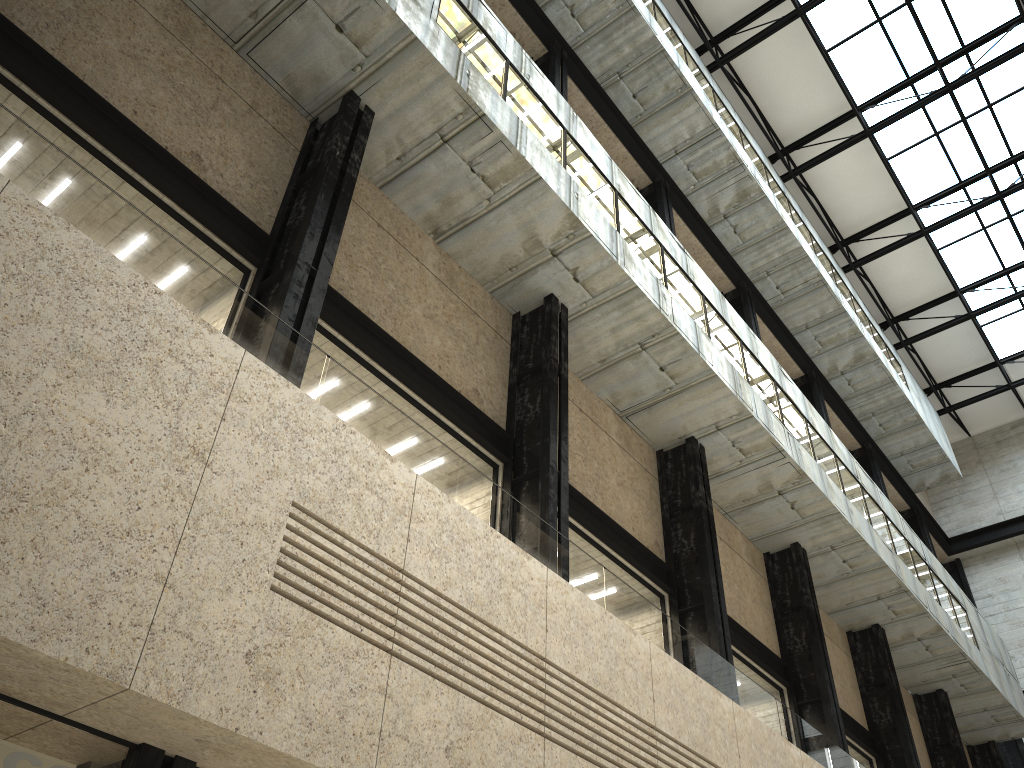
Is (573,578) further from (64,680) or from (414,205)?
(414,205)
